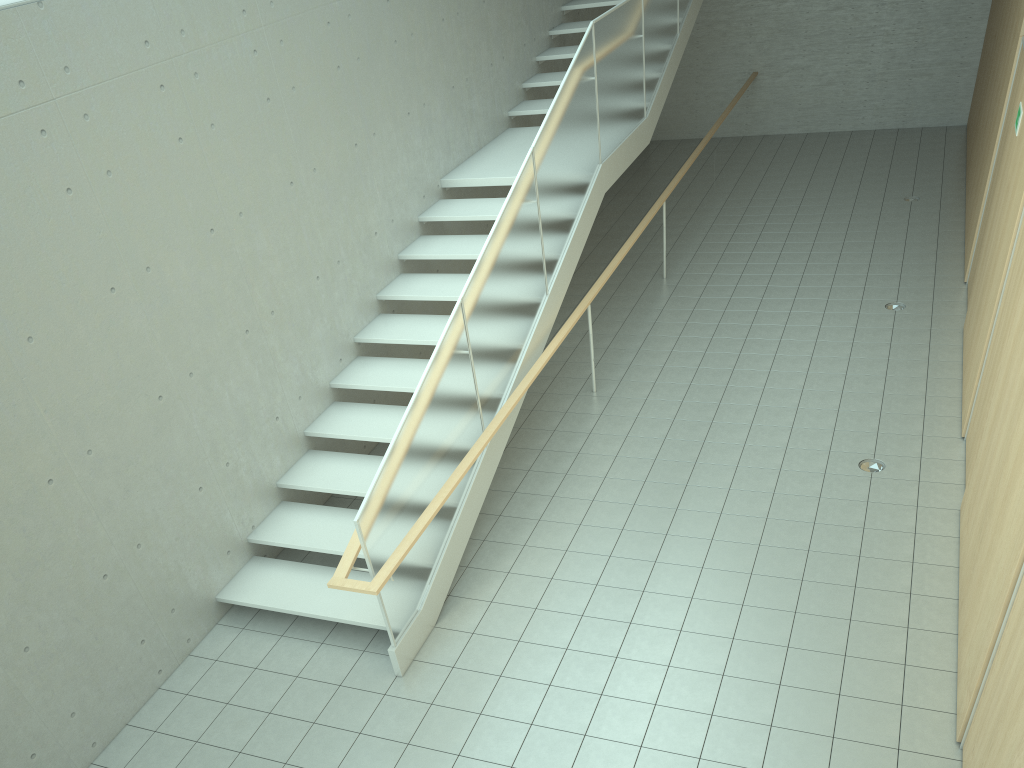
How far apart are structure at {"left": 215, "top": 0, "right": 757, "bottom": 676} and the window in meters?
2.9 m

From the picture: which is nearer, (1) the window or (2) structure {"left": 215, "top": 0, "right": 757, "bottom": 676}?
(1) the window

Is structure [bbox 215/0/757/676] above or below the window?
below

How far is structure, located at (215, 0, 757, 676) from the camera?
5.1 meters

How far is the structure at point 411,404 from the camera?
5.12m

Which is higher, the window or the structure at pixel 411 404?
the window

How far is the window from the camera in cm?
444

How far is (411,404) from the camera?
5.1 meters

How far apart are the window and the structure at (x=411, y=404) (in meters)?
2.89
